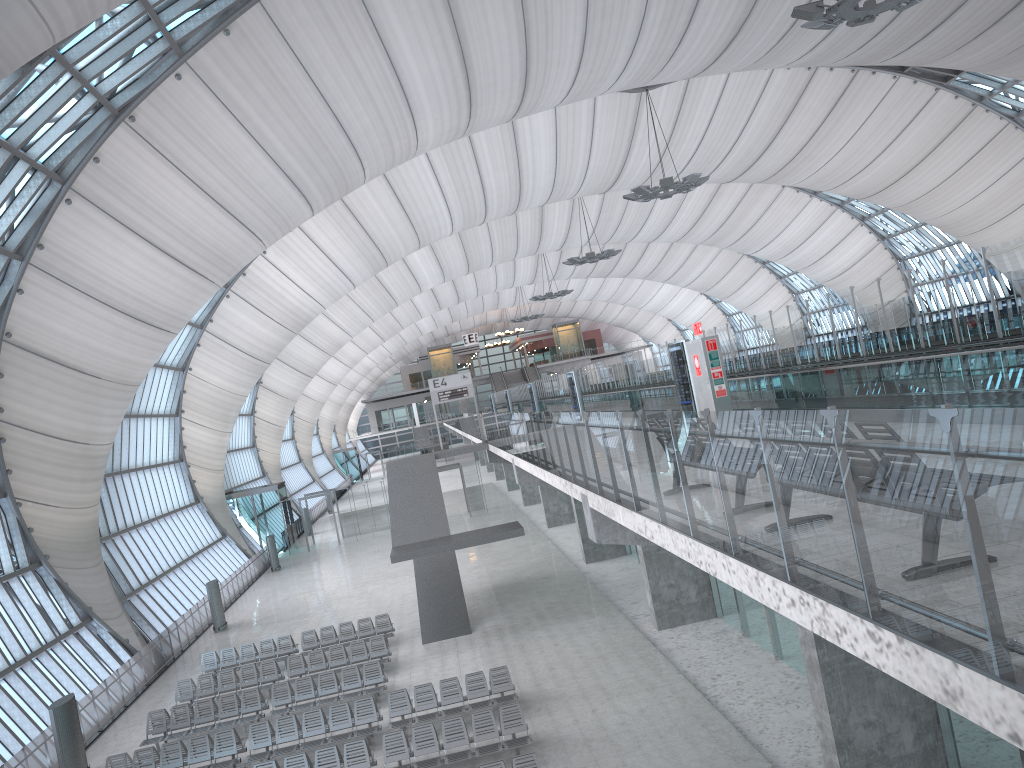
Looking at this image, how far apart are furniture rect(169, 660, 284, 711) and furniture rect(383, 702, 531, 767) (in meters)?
7.15

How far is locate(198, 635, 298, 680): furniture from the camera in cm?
2523

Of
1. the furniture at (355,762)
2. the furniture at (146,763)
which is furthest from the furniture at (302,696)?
the furniture at (355,762)

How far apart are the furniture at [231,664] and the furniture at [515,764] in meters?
12.7

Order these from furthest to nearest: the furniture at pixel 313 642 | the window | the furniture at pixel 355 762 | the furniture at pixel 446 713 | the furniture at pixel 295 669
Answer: the furniture at pixel 313 642, the furniture at pixel 295 669, the window, the furniture at pixel 446 713, the furniture at pixel 355 762

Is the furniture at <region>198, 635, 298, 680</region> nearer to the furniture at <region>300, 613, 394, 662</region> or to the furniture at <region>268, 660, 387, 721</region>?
the furniture at <region>300, 613, 394, 662</region>

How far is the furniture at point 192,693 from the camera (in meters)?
22.59

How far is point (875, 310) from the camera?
15.75m

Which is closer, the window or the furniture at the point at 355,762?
the furniture at the point at 355,762

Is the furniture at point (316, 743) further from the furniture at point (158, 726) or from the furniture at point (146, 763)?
the furniture at point (158, 726)
